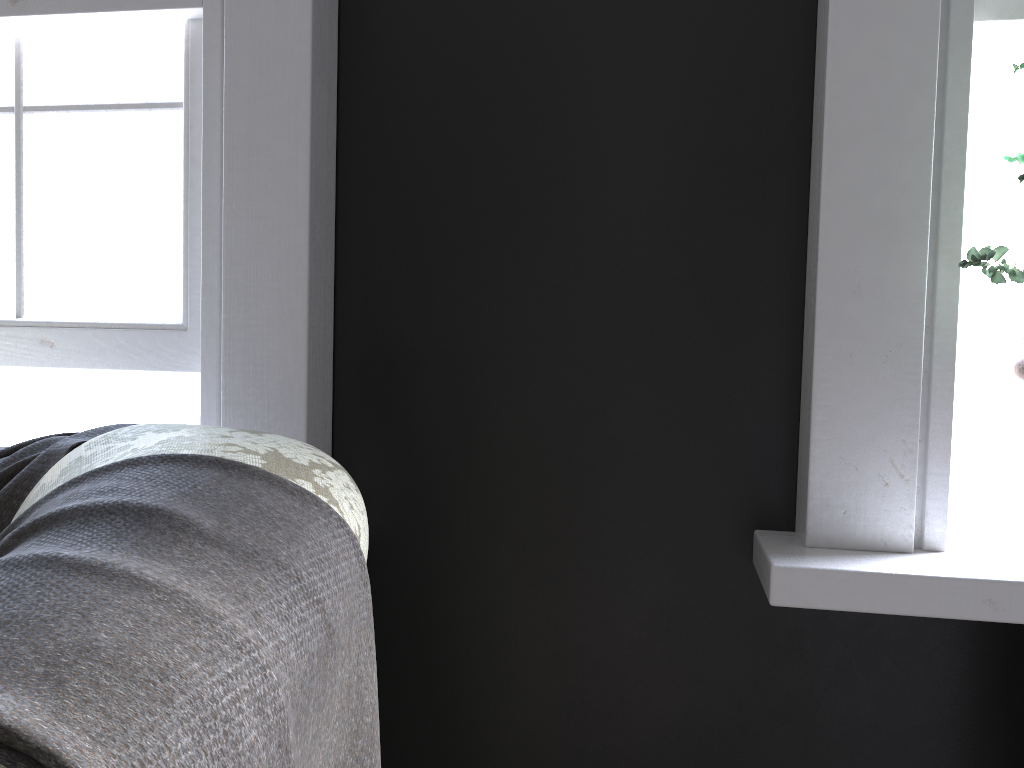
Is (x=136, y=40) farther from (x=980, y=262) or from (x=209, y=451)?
(x=980, y=262)

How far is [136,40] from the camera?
1.9m

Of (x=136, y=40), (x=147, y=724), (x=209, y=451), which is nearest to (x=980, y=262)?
(x=209, y=451)

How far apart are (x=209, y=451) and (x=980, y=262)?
1.16m

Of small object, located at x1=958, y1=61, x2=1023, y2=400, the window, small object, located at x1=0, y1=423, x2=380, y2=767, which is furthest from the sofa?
small object, located at x1=958, y1=61, x2=1023, y2=400

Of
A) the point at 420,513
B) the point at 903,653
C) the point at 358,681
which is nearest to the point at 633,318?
the point at 420,513

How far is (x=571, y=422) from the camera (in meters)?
1.76

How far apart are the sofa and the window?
0.78m

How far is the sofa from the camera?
0.89m

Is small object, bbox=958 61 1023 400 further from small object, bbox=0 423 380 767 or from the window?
the window
